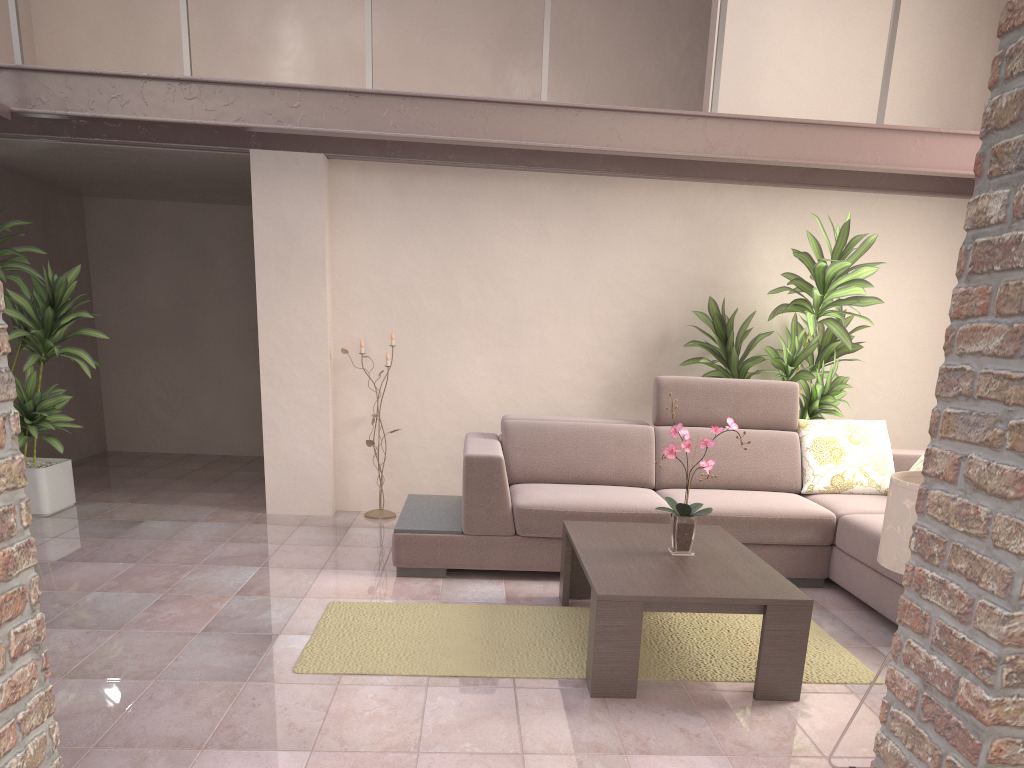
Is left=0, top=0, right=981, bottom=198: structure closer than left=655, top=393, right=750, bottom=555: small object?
No

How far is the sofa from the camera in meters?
4.2 m

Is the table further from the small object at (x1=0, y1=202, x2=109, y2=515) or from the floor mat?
the small object at (x1=0, y1=202, x2=109, y2=515)

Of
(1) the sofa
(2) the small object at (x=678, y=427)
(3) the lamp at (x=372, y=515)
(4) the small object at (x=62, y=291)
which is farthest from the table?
(4) the small object at (x=62, y=291)

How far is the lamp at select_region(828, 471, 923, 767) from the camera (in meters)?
2.02

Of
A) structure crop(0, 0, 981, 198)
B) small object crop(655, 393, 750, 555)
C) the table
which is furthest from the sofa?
structure crop(0, 0, 981, 198)

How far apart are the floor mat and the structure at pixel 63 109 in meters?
2.5 m

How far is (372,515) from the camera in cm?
553

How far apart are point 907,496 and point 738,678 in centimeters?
124cm

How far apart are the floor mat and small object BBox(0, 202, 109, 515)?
2.37m
